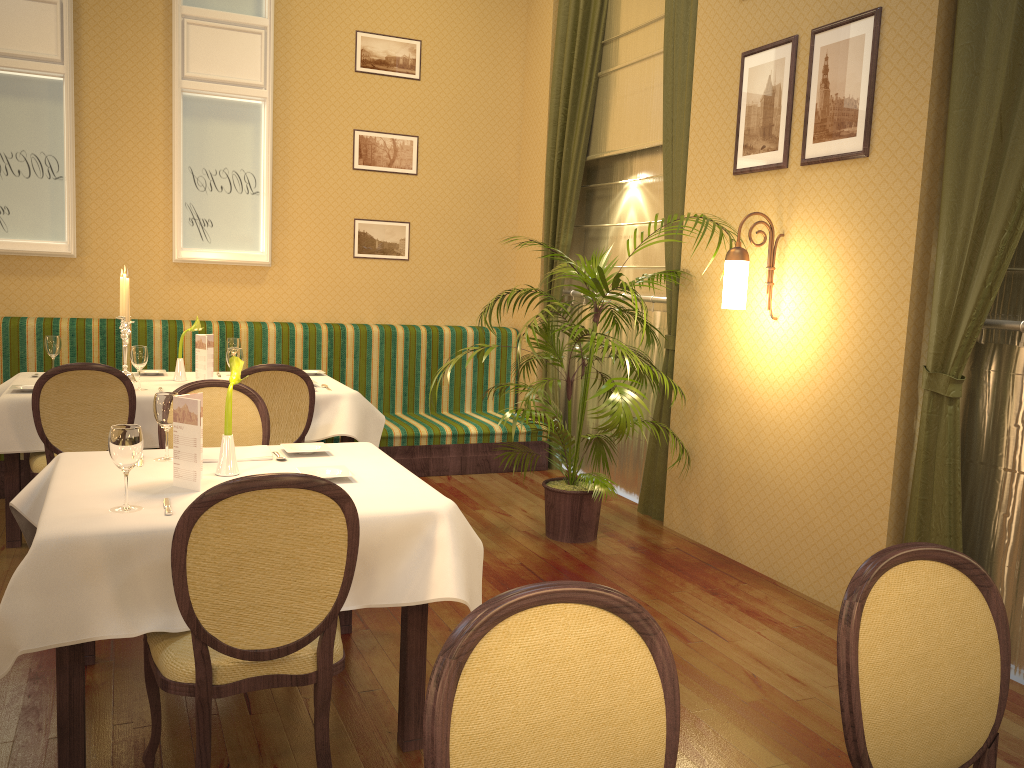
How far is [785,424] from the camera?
4.31m

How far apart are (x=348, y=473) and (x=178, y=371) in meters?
2.6 m

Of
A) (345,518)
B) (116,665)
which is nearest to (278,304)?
(116,665)

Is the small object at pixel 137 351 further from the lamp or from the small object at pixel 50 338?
the lamp

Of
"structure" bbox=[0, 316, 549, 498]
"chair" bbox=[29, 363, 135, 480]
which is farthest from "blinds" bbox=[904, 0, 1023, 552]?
"chair" bbox=[29, 363, 135, 480]

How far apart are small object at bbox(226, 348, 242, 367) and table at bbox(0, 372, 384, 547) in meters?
0.4 m

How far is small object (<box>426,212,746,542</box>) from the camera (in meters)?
4.61

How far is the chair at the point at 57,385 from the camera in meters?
4.0

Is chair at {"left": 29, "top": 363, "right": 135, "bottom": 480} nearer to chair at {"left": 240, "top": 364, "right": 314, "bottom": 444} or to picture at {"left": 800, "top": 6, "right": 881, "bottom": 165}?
chair at {"left": 240, "top": 364, "right": 314, "bottom": 444}

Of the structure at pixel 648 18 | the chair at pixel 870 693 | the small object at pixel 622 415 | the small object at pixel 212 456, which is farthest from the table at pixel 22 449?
the chair at pixel 870 693
